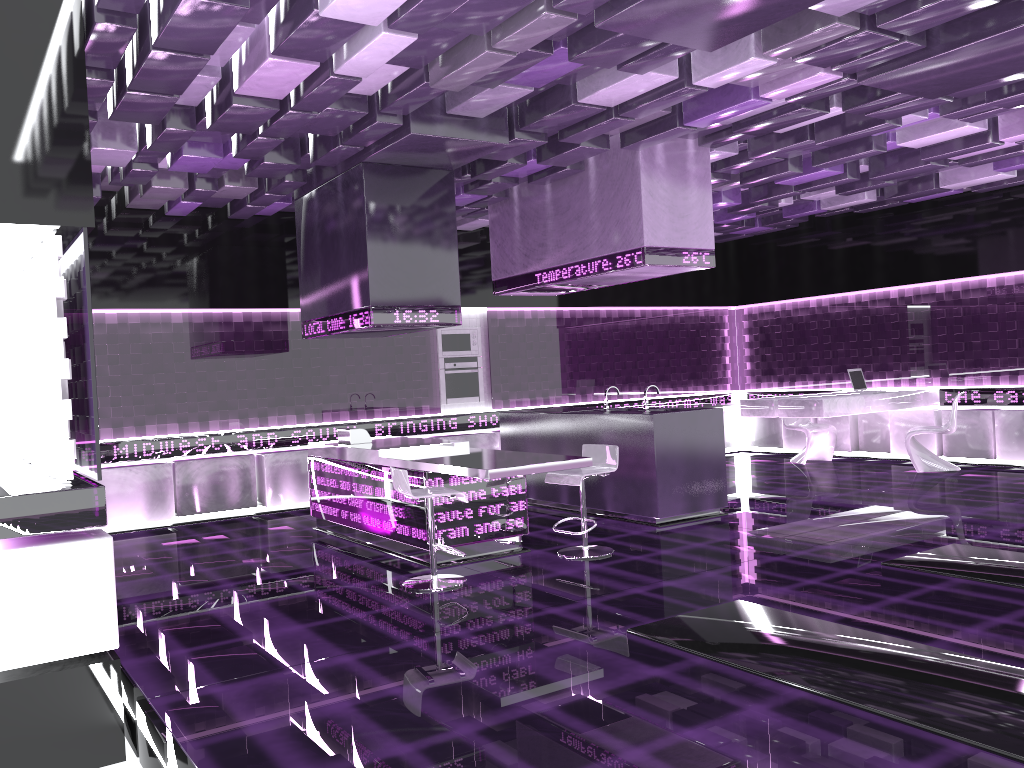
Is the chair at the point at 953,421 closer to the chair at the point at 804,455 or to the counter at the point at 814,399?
the counter at the point at 814,399

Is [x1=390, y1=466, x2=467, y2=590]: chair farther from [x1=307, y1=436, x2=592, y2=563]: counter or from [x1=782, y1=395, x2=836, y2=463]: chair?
[x1=782, y1=395, x2=836, y2=463]: chair

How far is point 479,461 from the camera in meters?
5.9 m

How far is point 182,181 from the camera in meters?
7.5

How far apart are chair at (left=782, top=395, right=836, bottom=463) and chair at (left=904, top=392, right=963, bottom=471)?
1.3 meters

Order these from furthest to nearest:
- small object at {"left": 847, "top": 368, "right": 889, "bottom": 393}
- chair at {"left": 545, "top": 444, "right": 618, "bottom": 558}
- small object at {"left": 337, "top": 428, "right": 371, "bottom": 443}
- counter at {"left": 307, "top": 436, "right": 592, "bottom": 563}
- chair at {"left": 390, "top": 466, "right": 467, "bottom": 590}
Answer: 1. small object at {"left": 847, "top": 368, "right": 889, "bottom": 393}
2. small object at {"left": 337, "top": 428, "right": 371, "bottom": 443}
3. chair at {"left": 545, "top": 444, "right": 618, "bottom": 558}
4. counter at {"left": 307, "top": 436, "right": 592, "bottom": 563}
5. chair at {"left": 390, "top": 466, "right": 467, "bottom": 590}

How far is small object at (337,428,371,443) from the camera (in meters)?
7.51

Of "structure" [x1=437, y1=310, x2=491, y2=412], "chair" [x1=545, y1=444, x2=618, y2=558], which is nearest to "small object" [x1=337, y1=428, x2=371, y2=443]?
"chair" [x1=545, y1=444, x2=618, y2=558]

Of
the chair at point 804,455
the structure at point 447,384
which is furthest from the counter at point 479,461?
the chair at point 804,455

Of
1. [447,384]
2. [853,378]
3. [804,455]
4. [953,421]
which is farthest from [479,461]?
[804,455]
